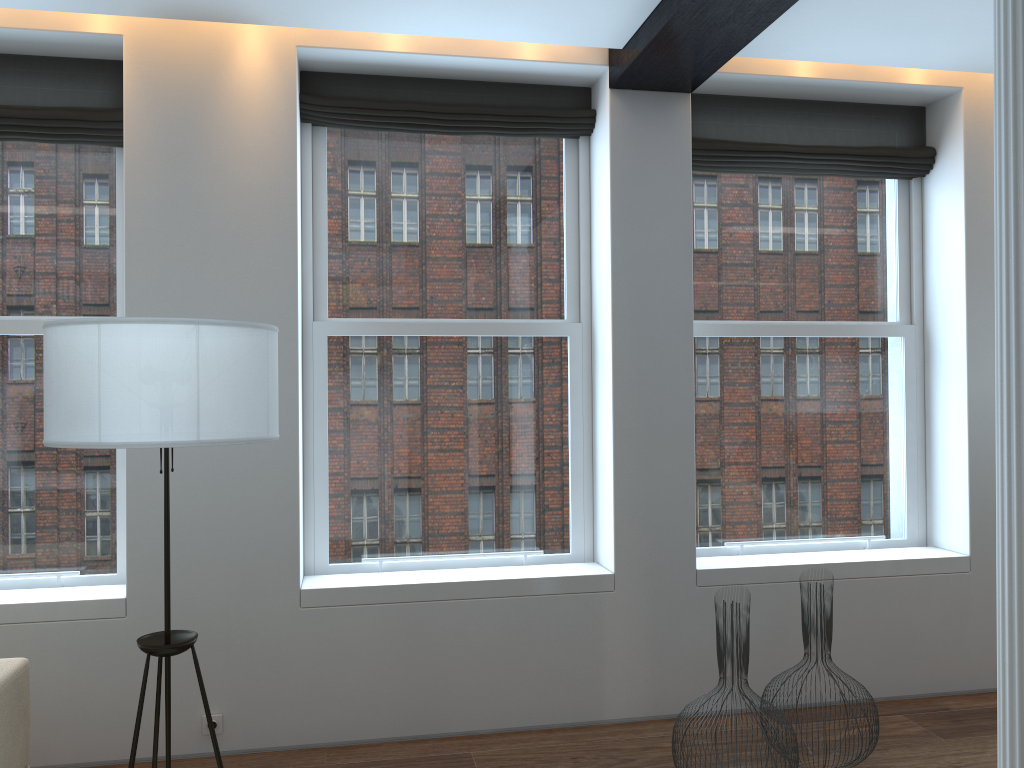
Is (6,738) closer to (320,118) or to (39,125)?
(39,125)

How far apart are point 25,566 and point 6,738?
1.2 meters

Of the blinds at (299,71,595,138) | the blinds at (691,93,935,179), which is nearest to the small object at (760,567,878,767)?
the blinds at (691,93,935,179)

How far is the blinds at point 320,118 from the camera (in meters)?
4.07

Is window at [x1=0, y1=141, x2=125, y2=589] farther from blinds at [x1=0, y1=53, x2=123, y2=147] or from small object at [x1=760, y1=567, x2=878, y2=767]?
small object at [x1=760, y1=567, x2=878, y2=767]

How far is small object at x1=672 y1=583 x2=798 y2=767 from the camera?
3.2 meters

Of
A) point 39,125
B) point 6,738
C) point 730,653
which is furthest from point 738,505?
point 39,125

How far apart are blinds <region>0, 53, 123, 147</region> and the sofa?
2.19m

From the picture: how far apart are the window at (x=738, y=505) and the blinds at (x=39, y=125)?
2.7m

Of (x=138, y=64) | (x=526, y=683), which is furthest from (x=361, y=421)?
(x=138, y=64)
